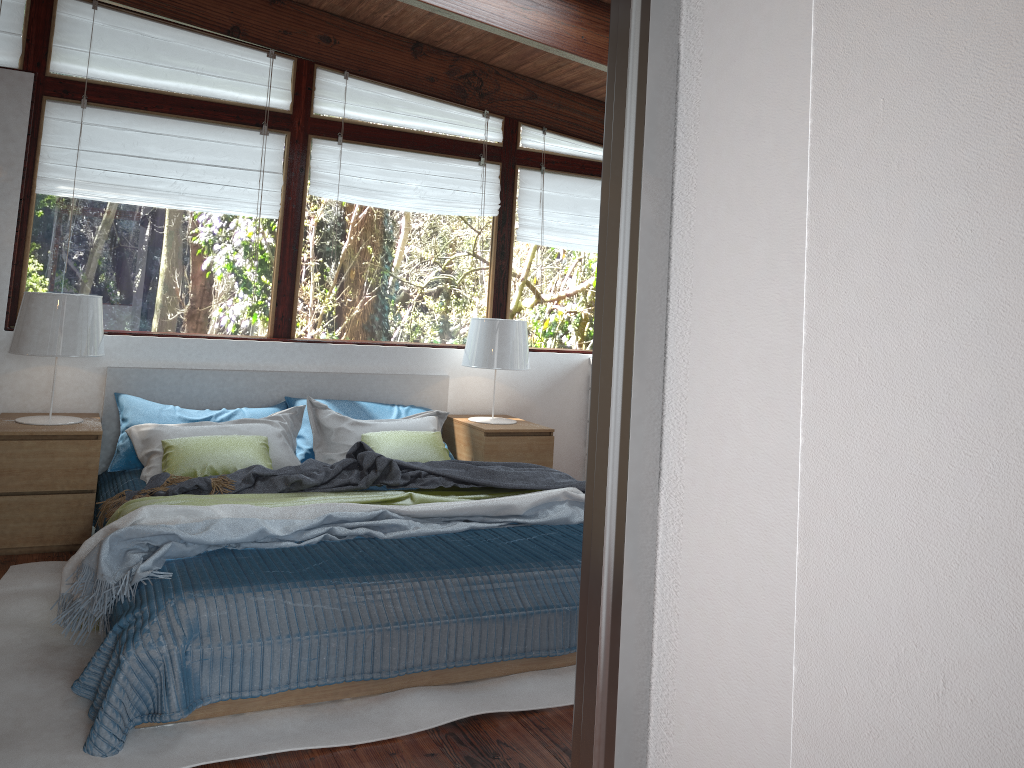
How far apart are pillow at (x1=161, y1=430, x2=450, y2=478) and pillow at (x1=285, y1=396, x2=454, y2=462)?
0.4m

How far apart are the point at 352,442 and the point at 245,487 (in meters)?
0.87

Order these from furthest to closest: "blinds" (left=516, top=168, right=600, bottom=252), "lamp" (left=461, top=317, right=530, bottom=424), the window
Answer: "blinds" (left=516, top=168, right=600, bottom=252), "lamp" (left=461, top=317, right=530, bottom=424), the window

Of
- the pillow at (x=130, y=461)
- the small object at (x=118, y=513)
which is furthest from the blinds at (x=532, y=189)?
the small object at (x=118, y=513)

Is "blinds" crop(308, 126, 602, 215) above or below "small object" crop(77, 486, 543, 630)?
above

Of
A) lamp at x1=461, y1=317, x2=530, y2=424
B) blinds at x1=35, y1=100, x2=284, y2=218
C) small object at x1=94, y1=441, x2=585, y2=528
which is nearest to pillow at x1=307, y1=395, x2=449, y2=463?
lamp at x1=461, y1=317, x2=530, y2=424

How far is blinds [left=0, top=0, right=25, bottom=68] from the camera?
4.3 meters

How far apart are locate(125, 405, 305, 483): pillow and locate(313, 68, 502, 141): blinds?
1.69m

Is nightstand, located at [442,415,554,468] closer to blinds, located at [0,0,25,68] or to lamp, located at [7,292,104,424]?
lamp, located at [7,292,104,424]

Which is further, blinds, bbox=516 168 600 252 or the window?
blinds, bbox=516 168 600 252
